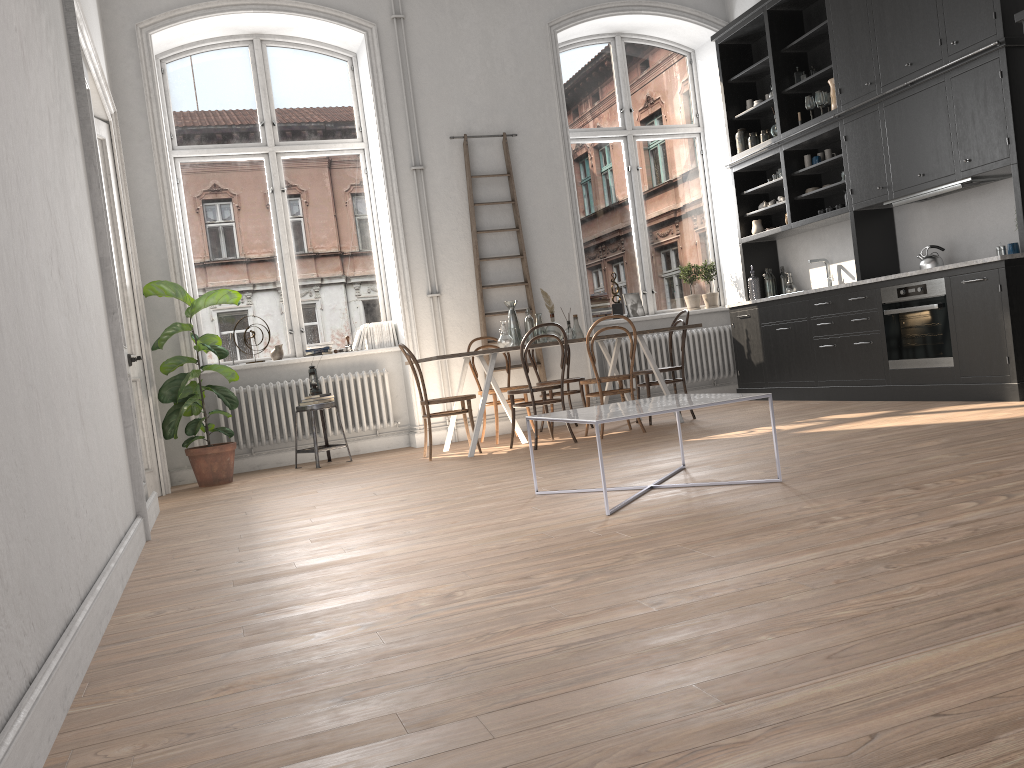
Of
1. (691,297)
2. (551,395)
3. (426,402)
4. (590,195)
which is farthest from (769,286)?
(426,402)

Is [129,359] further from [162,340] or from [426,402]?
[426,402]

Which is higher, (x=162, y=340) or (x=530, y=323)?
(x=162, y=340)

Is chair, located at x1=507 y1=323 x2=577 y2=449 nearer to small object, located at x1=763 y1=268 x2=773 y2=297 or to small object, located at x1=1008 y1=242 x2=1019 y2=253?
small object, located at x1=763 y1=268 x2=773 y2=297

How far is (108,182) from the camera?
6.5m

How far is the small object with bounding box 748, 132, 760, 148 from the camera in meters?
8.4

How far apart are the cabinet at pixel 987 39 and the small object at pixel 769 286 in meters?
0.2 m

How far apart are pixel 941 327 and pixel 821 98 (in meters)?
2.39

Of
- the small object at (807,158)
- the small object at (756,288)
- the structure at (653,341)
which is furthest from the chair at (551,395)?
the small object at (807,158)

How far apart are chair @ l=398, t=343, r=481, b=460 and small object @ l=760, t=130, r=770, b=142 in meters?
4.0 m
